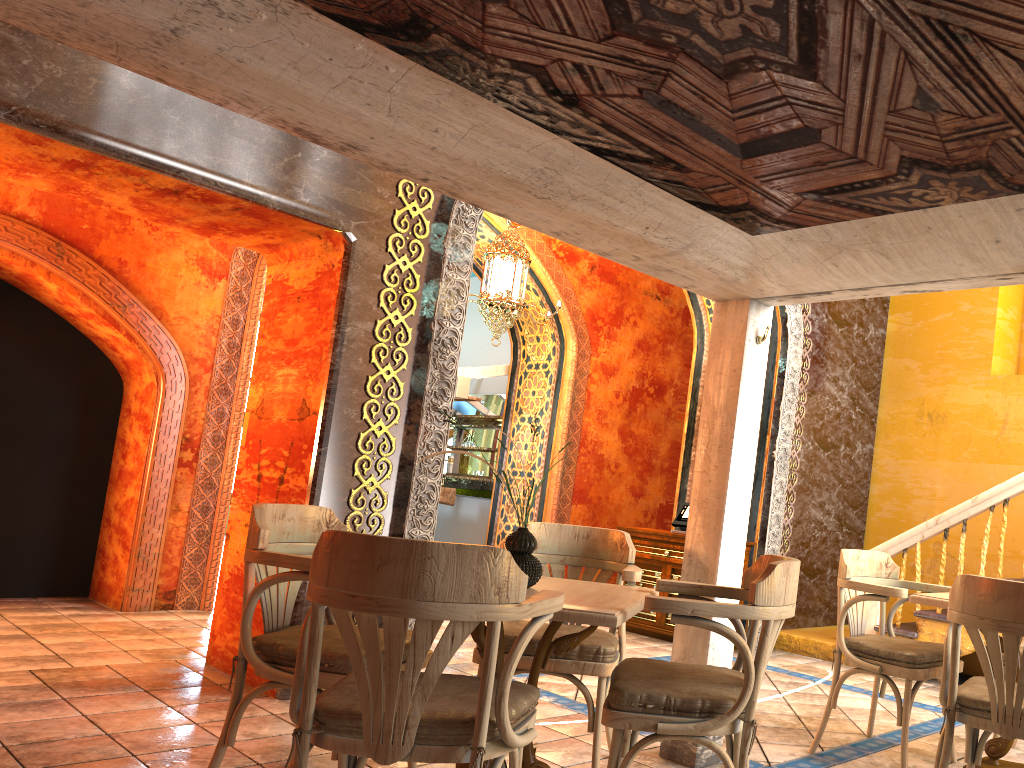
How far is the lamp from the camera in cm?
872

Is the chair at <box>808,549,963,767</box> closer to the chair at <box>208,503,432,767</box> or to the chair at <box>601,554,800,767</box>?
the chair at <box>601,554,800,767</box>

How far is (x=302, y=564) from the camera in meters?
3.4

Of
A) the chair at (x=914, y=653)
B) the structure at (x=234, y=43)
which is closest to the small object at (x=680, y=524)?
the chair at (x=914, y=653)

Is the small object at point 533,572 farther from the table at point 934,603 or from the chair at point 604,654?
the table at point 934,603

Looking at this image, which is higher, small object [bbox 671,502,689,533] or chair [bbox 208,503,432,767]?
small object [bbox 671,502,689,533]

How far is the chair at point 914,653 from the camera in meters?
4.3 m

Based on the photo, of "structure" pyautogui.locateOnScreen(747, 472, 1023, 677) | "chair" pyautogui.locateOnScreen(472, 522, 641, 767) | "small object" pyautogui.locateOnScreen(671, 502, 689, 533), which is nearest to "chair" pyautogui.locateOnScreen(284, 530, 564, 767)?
"chair" pyautogui.locateOnScreen(472, 522, 641, 767)

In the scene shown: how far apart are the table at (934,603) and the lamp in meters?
5.0 m

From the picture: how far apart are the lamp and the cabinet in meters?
2.5 m
